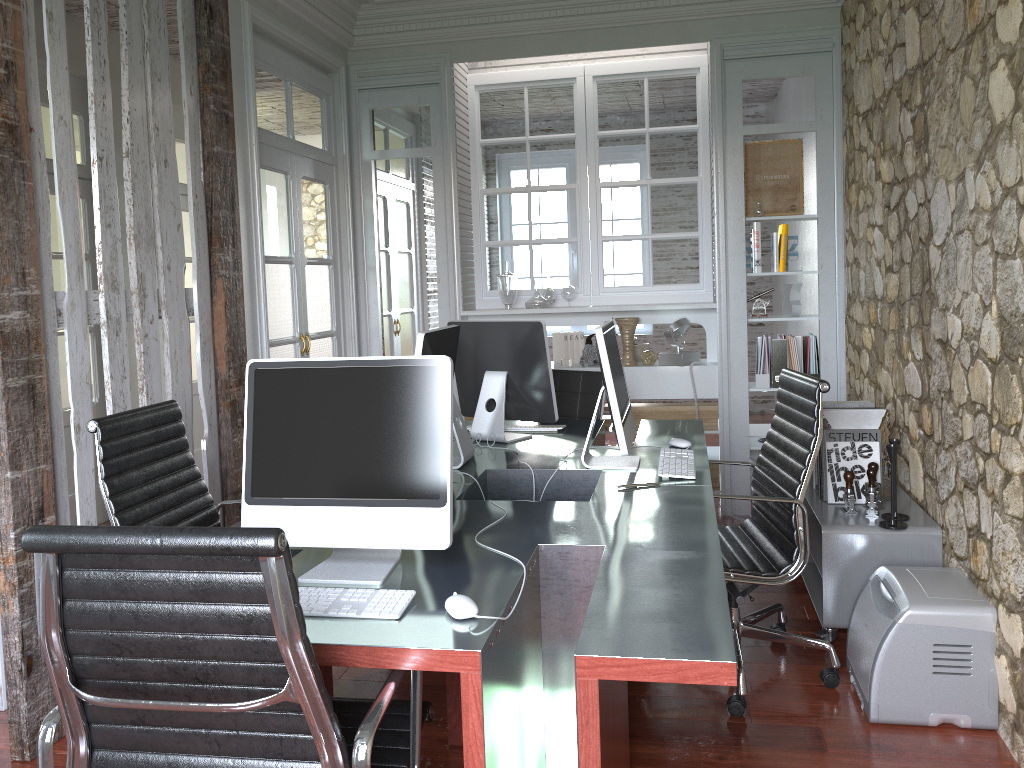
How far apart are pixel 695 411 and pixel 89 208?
3.8m

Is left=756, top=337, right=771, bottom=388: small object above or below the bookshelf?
above

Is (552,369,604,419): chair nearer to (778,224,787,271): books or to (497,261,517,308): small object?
(497,261,517,308): small object

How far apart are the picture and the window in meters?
3.9 m

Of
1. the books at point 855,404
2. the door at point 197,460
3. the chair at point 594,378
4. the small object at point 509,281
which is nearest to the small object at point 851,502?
the books at point 855,404

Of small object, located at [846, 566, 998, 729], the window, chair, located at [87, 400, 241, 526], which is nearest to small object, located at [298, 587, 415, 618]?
chair, located at [87, 400, 241, 526]

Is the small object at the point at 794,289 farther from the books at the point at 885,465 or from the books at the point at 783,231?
the books at the point at 885,465

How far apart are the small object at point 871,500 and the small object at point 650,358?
2.0 meters

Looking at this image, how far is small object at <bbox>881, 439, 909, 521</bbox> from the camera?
3.2 meters

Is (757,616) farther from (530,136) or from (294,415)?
(530,136)
